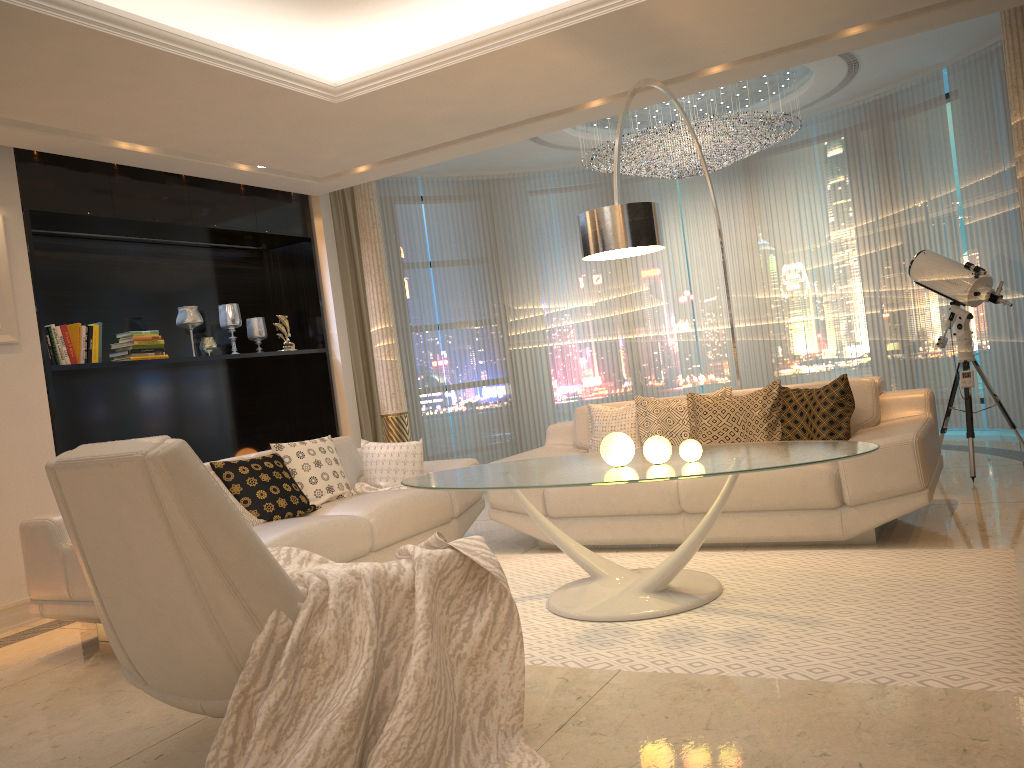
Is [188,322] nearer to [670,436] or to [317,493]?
[317,493]

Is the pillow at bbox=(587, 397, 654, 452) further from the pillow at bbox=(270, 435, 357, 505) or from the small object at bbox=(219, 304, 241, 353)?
the small object at bbox=(219, 304, 241, 353)

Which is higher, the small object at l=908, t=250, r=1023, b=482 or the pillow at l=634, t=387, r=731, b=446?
the small object at l=908, t=250, r=1023, b=482

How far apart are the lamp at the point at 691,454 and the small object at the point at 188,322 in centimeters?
415cm

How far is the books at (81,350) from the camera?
5.4 meters

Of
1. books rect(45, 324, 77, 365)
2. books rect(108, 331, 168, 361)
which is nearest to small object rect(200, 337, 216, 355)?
books rect(108, 331, 168, 361)

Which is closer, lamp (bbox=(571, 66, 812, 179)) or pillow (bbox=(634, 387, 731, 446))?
pillow (bbox=(634, 387, 731, 446))

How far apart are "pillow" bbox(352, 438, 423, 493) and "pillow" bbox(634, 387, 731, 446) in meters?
1.3

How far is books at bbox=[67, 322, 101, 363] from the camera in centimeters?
544cm

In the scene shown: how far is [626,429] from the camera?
5.21m
